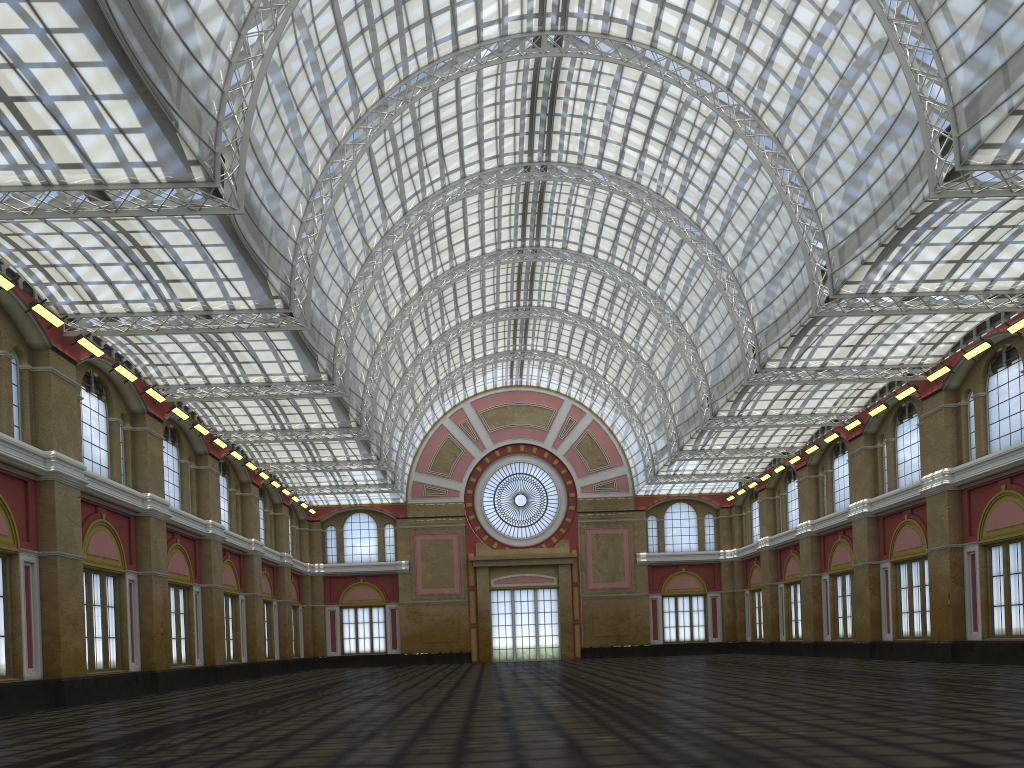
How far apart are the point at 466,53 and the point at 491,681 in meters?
27.9 m

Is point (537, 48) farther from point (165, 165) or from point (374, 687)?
point (374, 687)
